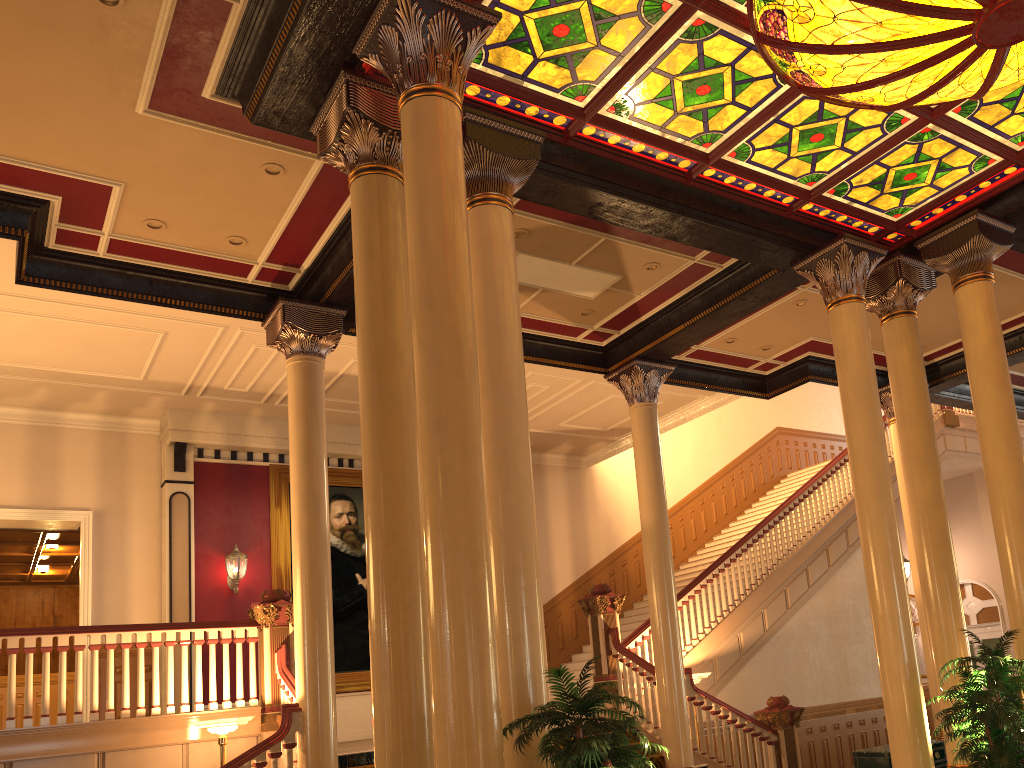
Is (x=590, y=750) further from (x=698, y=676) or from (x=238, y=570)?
(x=238, y=570)

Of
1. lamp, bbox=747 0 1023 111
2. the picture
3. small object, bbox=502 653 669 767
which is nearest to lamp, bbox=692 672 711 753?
the picture

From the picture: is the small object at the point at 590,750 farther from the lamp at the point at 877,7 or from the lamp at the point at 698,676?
the lamp at the point at 698,676

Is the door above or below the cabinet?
above

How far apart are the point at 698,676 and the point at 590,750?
6.81m

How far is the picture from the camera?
12.83m

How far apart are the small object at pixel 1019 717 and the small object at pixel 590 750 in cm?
308

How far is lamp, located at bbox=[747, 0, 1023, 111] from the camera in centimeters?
531cm

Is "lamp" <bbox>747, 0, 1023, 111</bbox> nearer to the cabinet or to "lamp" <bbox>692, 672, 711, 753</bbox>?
"lamp" <bbox>692, 672, 711, 753</bbox>

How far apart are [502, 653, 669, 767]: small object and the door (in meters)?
15.32
